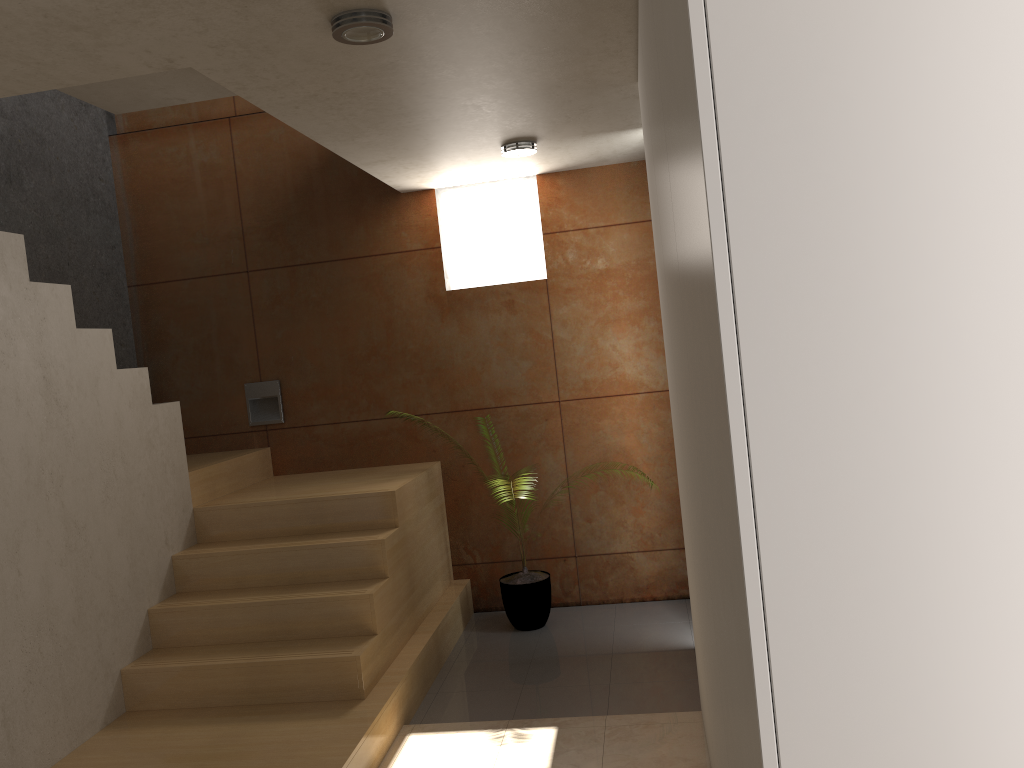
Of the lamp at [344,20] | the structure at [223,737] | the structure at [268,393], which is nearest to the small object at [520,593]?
the structure at [223,737]

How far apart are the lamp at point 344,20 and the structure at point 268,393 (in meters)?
3.13

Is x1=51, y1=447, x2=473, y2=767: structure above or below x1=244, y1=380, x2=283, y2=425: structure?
below

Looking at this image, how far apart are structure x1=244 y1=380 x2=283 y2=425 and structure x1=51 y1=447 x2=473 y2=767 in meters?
0.2

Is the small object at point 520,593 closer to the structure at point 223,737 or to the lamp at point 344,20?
the structure at point 223,737

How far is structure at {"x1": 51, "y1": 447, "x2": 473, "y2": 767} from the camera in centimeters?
335cm

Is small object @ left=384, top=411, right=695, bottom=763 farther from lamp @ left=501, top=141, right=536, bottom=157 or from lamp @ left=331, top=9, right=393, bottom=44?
lamp @ left=331, top=9, right=393, bottom=44

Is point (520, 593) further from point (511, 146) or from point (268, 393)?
point (511, 146)

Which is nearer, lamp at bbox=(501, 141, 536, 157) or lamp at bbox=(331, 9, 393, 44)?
lamp at bbox=(331, 9, 393, 44)

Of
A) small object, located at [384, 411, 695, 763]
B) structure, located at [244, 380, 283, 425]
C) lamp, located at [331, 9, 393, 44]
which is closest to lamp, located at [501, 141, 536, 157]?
small object, located at [384, 411, 695, 763]
